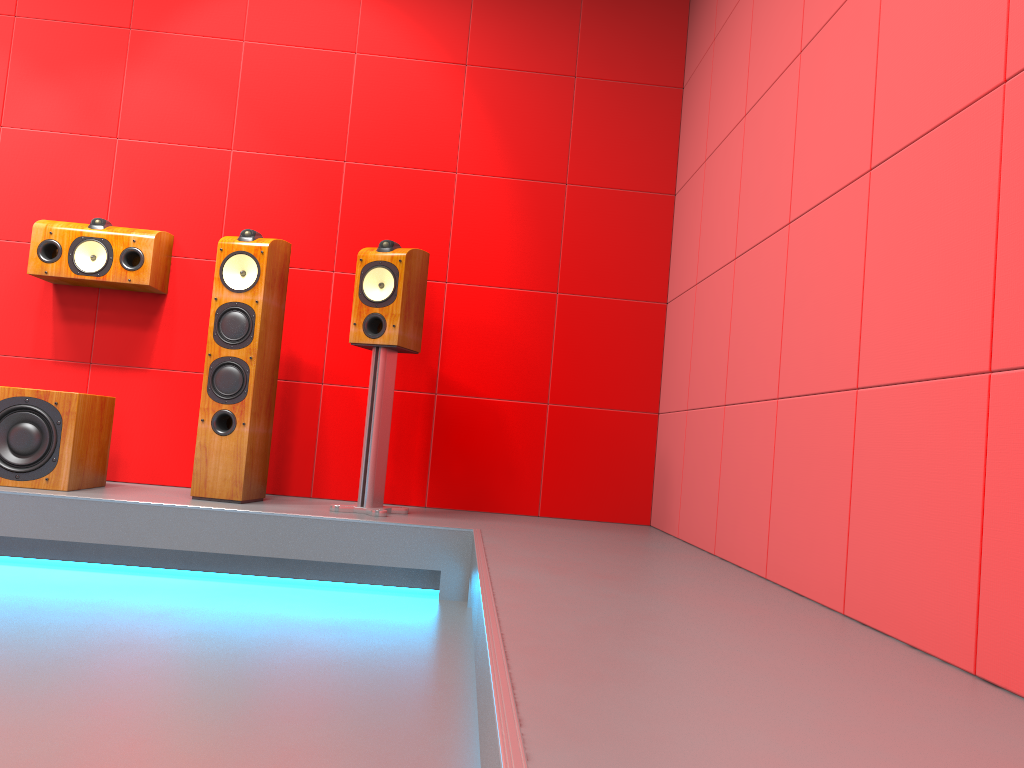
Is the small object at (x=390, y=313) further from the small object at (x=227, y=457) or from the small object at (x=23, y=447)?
the small object at (x=23, y=447)

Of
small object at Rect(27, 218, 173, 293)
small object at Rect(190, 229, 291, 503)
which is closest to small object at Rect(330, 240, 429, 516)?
small object at Rect(190, 229, 291, 503)

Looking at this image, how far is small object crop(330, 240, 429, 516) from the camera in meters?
3.4 m

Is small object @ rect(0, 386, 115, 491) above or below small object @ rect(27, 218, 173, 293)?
below

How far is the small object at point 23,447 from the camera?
3.2 meters

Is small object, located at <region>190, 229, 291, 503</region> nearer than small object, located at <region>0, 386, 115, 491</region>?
No

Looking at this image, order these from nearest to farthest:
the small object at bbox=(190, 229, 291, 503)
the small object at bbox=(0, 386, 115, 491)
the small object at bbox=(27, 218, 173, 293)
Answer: the small object at bbox=(0, 386, 115, 491) → the small object at bbox=(190, 229, 291, 503) → the small object at bbox=(27, 218, 173, 293)

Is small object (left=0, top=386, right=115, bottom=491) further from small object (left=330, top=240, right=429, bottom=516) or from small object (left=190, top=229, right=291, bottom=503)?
small object (left=330, top=240, right=429, bottom=516)

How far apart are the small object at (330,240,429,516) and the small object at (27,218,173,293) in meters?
0.9

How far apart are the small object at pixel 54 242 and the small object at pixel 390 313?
0.9 meters
